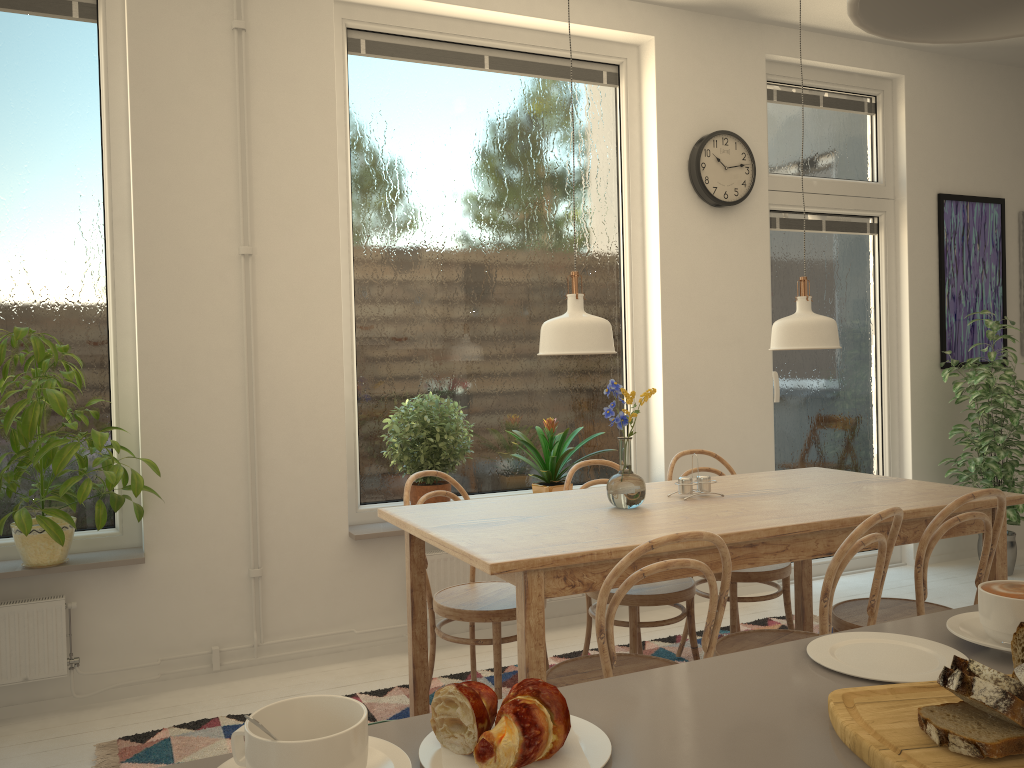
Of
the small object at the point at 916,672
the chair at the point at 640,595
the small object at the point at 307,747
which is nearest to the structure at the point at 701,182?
the chair at the point at 640,595

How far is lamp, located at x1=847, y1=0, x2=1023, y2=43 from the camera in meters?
0.7 m

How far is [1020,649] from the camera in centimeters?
79cm

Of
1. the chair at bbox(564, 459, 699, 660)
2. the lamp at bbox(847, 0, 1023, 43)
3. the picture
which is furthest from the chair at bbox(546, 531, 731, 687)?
the picture

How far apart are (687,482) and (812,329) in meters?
0.6 m

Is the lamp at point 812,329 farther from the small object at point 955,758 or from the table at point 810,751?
the small object at point 955,758

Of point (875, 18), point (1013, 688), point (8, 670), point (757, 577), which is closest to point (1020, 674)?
point (1013, 688)

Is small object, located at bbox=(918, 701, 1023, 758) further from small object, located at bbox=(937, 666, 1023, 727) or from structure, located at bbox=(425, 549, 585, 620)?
structure, located at bbox=(425, 549, 585, 620)

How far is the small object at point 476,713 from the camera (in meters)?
0.75

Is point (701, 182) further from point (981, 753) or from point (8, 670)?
point (981, 753)
